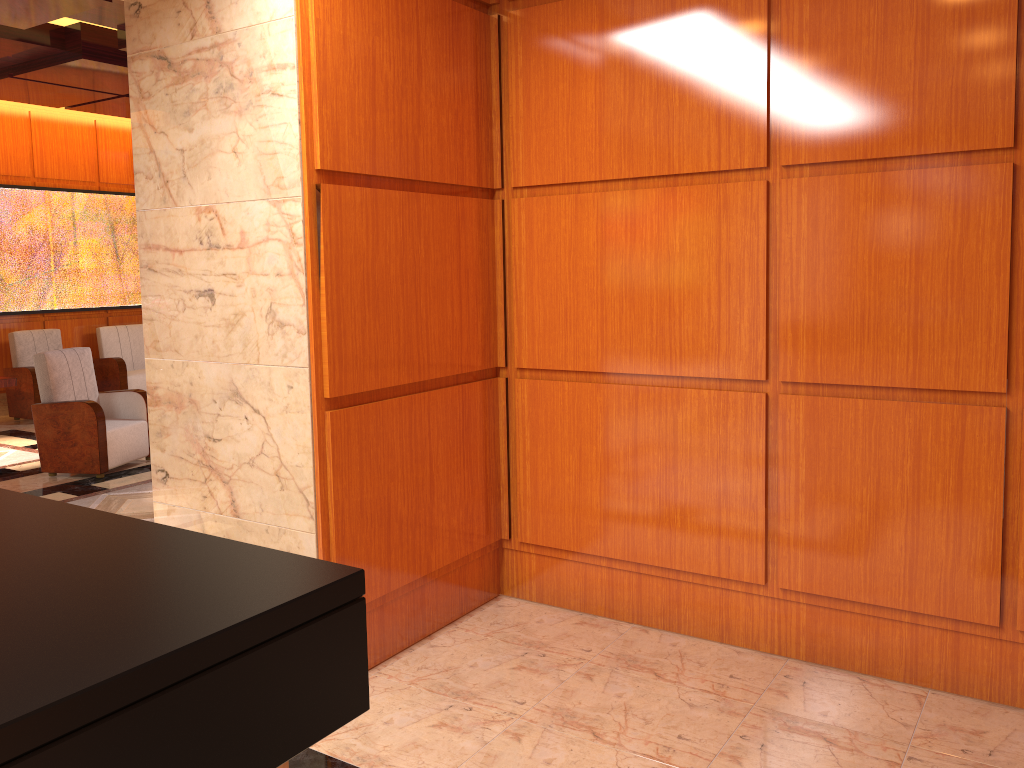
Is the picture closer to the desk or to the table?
the table

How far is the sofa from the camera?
10.3 meters

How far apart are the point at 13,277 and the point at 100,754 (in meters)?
10.56

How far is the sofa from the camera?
10.33m

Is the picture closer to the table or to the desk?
the table

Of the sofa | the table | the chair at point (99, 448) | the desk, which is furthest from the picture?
the desk

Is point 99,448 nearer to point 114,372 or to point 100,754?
point 114,372

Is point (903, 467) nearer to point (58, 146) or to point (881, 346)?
point (881, 346)

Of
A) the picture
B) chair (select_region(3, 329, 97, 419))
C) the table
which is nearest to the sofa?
the picture

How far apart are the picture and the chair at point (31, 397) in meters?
0.4 m
